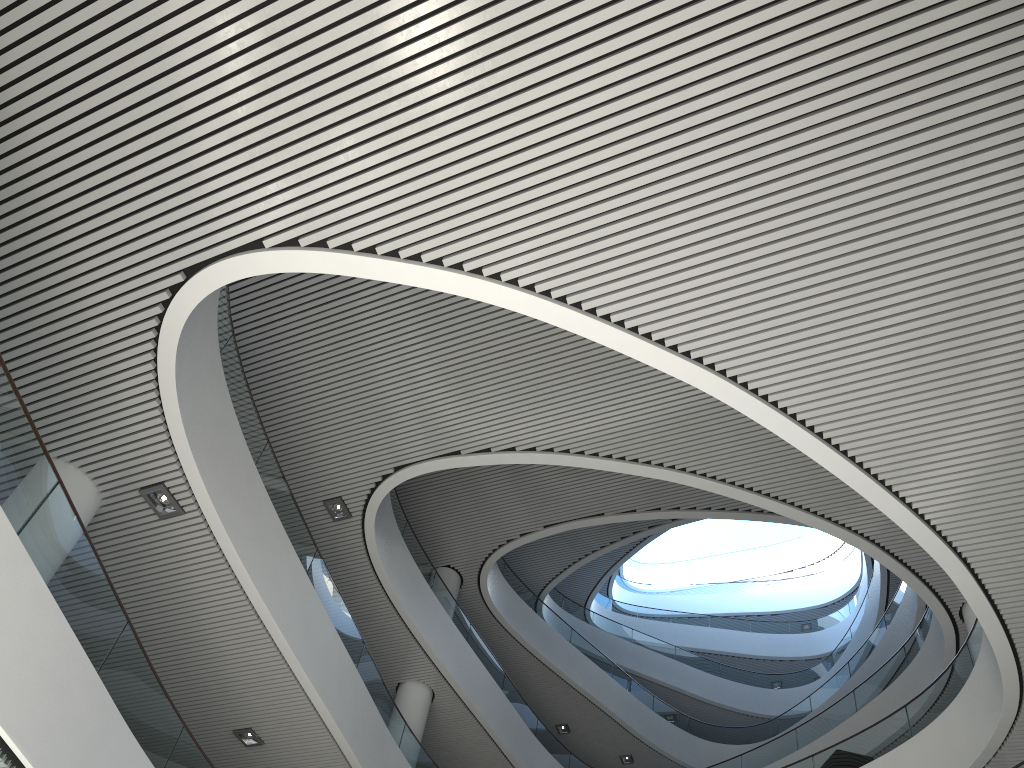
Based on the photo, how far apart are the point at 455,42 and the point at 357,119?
0.66m

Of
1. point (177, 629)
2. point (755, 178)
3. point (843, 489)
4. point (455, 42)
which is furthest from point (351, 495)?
point (755, 178)
